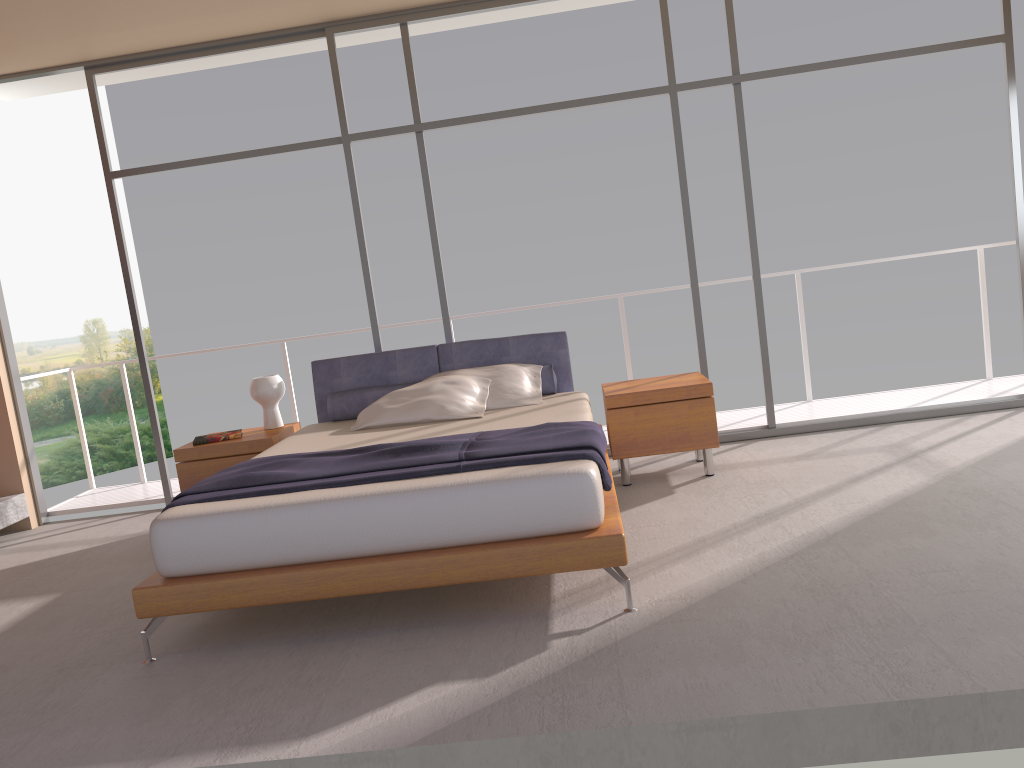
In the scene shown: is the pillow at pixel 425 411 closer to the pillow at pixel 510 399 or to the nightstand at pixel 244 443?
the pillow at pixel 510 399

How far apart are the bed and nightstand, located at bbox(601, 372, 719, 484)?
0.1m

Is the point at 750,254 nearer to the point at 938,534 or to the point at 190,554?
the point at 938,534

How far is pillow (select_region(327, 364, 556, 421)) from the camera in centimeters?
549cm

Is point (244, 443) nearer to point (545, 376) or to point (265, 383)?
point (265, 383)

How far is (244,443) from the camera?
5.4 meters

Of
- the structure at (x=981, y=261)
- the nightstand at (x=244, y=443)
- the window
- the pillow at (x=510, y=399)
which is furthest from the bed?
the structure at (x=981, y=261)

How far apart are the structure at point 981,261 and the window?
0.8 meters

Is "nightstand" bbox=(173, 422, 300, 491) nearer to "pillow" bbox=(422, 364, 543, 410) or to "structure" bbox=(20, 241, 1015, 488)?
"pillow" bbox=(422, 364, 543, 410)

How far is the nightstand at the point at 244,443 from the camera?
5.37m
